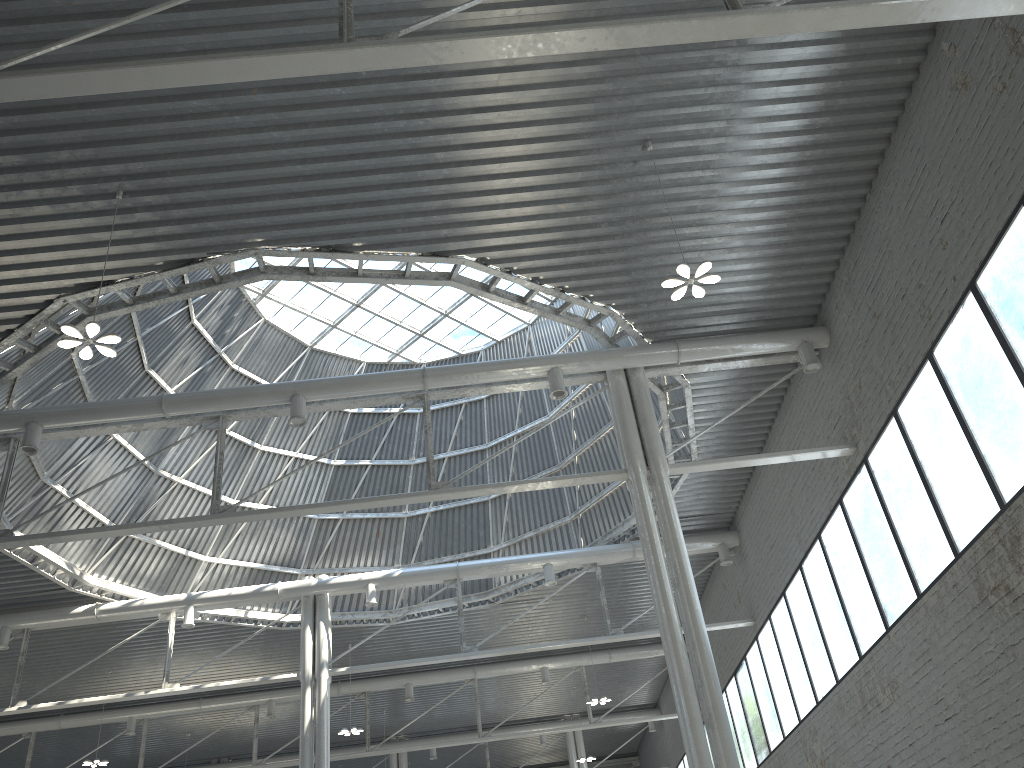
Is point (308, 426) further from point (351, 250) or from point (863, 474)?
point (863, 474)

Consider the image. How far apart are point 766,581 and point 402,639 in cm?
1810

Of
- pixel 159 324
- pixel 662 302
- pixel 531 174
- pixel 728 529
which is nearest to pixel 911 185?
pixel 662 302
